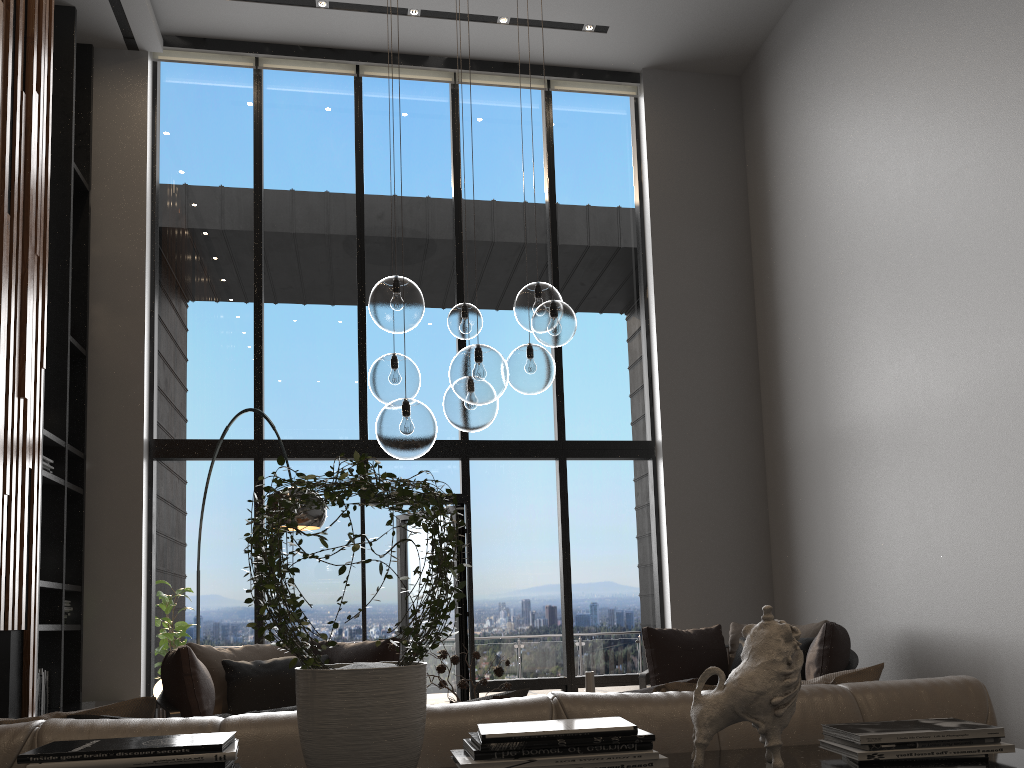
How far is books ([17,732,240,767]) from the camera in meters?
1.2 m

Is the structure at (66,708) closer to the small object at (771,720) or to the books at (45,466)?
the books at (45,466)

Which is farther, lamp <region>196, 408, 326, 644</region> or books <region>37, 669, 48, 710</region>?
books <region>37, 669, 48, 710</region>

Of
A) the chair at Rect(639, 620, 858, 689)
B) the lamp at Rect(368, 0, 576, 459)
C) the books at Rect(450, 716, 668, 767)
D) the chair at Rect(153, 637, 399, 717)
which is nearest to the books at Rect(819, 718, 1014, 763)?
the books at Rect(450, 716, 668, 767)

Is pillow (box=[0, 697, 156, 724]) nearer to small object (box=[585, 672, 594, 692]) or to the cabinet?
the cabinet

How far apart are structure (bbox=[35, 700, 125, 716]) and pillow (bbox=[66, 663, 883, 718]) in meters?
5.1

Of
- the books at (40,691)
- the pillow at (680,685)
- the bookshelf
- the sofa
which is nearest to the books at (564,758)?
the sofa

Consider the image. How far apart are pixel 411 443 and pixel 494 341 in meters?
4.7 m

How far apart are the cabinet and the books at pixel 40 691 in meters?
5.6

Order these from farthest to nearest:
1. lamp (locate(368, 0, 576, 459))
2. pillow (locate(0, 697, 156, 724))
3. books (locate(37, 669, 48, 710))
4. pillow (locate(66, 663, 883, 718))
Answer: books (locate(37, 669, 48, 710)) < lamp (locate(368, 0, 576, 459)) < pillow (locate(66, 663, 883, 718)) < pillow (locate(0, 697, 156, 724))
